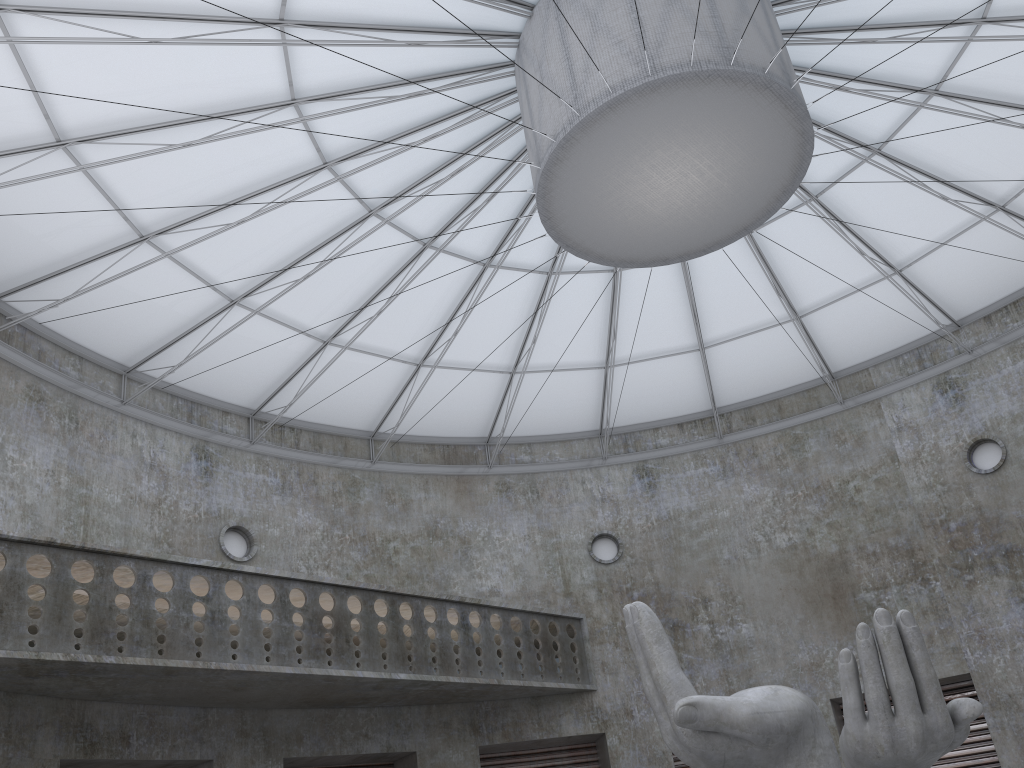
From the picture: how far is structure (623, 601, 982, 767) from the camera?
14.1 meters

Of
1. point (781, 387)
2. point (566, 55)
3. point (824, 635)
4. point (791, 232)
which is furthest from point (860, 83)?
A: point (824, 635)

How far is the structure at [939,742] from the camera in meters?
14.1

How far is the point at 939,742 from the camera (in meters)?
14.13
